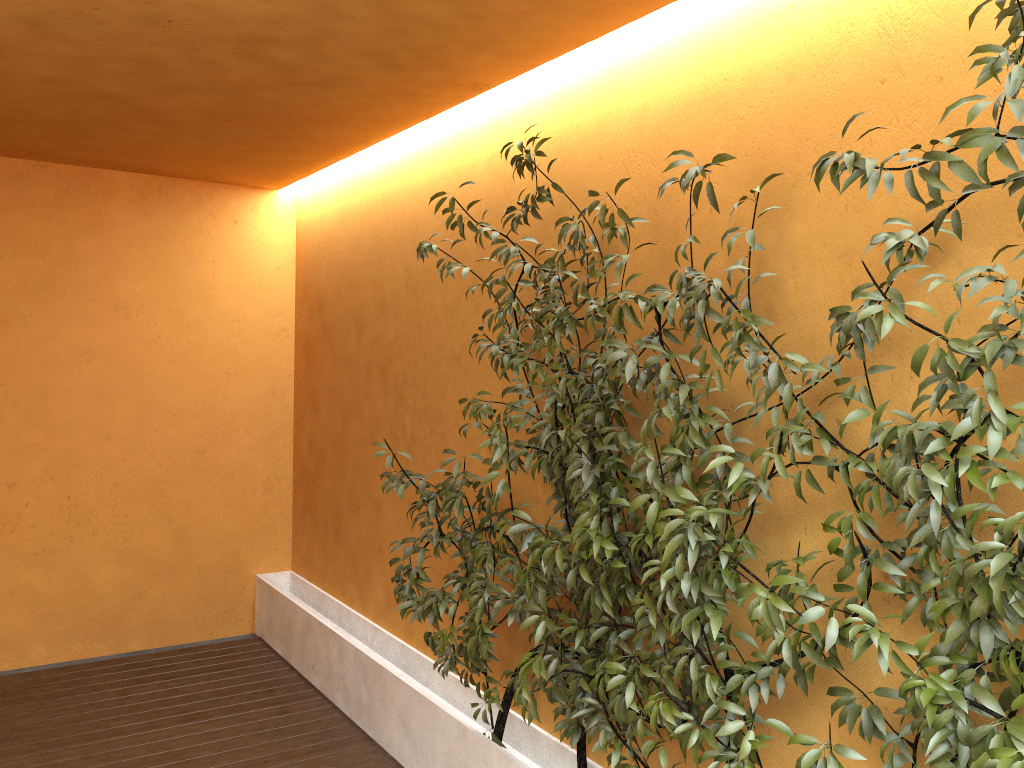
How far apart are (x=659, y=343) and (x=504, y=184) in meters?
1.5

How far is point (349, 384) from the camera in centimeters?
526cm

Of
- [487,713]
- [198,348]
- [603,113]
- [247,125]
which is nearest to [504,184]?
[603,113]

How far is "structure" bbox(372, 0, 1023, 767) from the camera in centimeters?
179cm

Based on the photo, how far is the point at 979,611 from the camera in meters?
1.8 m
